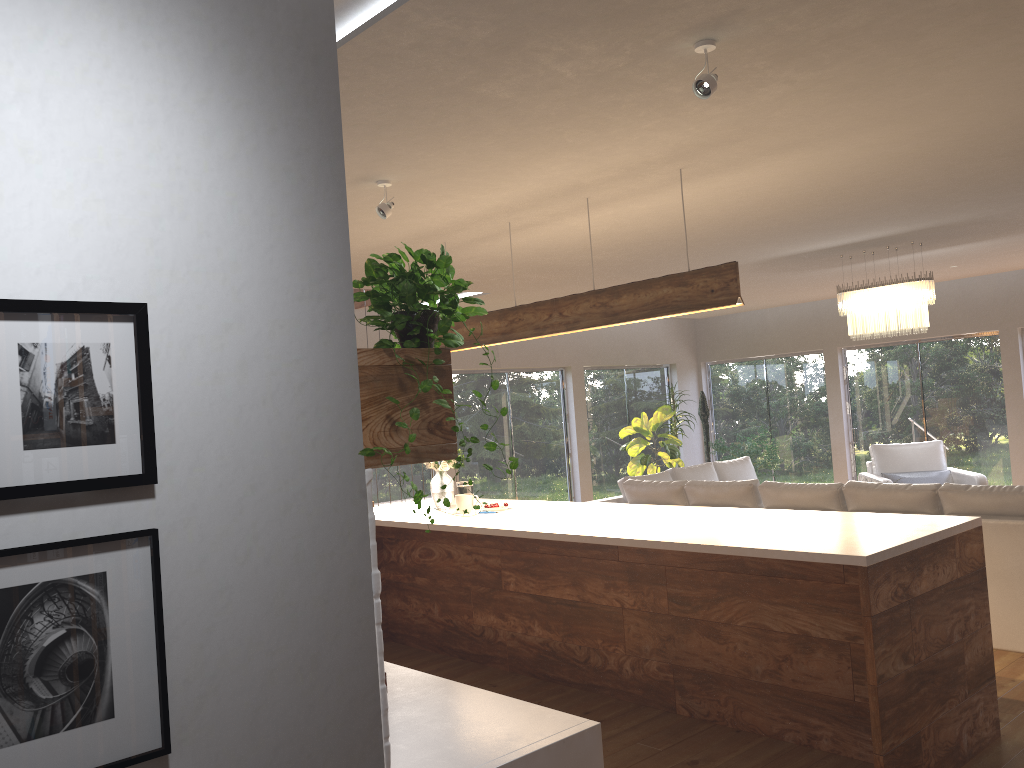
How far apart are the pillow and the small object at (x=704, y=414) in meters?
3.3 m

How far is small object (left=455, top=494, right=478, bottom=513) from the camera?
5.59m

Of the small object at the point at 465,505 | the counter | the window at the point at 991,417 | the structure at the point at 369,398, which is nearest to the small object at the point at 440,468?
the small object at the point at 465,505

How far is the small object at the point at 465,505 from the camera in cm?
559

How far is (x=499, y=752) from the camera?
2.1 meters

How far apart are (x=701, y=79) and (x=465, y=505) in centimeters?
338cm

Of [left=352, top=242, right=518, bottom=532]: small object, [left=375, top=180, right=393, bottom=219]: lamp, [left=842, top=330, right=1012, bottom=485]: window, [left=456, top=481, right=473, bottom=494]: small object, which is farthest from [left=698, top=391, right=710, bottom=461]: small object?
[left=352, top=242, right=518, bottom=532]: small object

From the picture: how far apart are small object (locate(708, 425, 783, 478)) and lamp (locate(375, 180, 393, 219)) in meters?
8.0

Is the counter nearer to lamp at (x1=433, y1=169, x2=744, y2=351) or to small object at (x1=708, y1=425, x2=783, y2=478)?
lamp at (x1=433, y1=169, x2=744, y2=351)

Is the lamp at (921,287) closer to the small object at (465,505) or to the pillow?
the pillow
